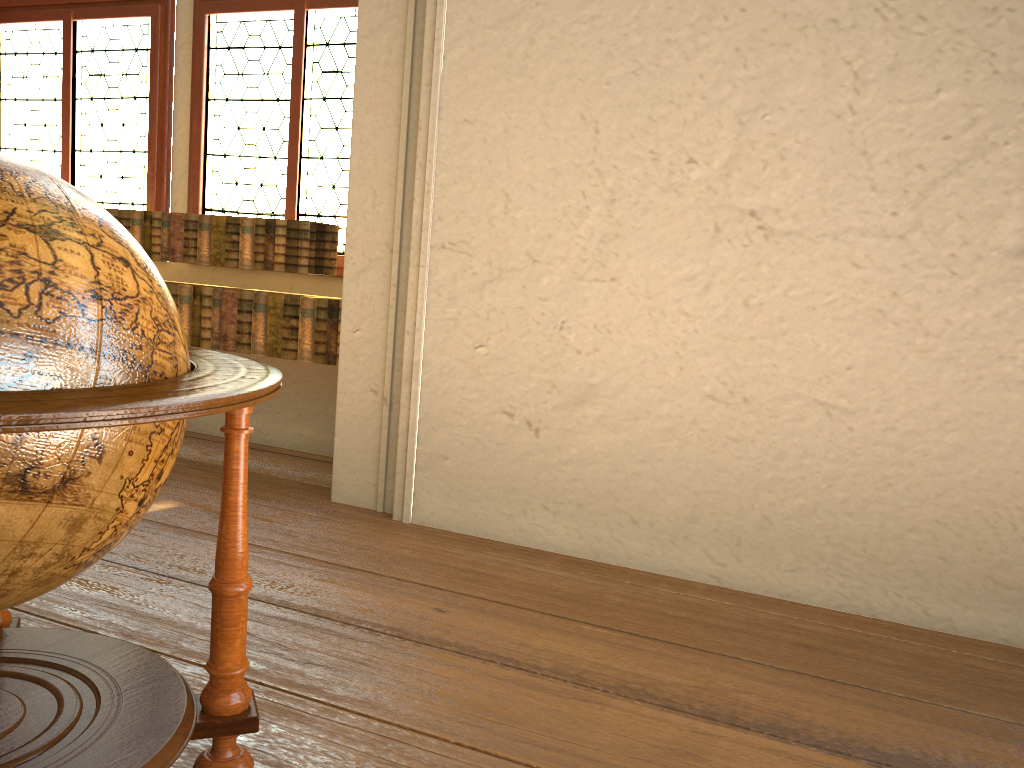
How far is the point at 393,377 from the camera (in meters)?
4.39

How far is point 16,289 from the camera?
1.41m

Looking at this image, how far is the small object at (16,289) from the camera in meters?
1.4

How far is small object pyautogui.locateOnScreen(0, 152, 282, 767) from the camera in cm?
141

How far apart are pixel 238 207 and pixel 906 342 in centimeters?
418cm
